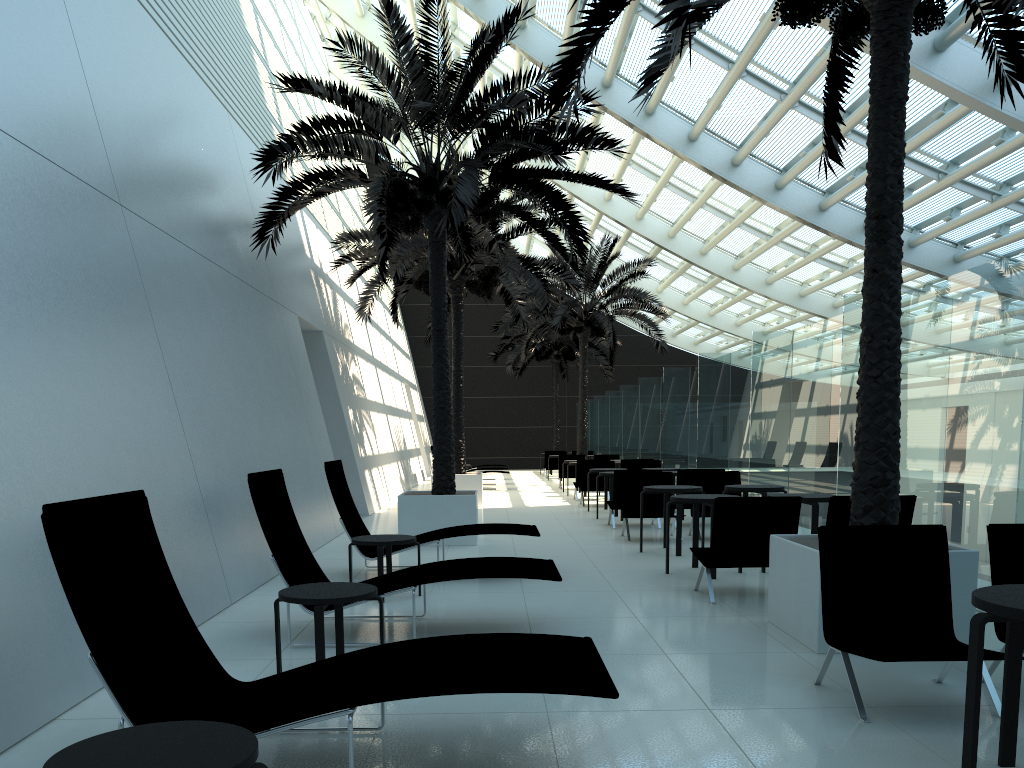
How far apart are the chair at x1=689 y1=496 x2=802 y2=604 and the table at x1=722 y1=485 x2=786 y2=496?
2.4m

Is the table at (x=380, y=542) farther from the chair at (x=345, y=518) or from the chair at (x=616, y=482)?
the chair at (x=616, y=482)

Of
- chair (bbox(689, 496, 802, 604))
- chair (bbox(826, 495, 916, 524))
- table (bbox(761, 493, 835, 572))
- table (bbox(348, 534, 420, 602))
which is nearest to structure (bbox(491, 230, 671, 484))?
table (bbox(761, 493, 835, 572))

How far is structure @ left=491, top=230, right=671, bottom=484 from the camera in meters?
23.4

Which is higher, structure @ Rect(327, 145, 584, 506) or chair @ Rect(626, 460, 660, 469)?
structure @ Rect(327, 145, 584, 506)

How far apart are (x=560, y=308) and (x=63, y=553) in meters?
20.7

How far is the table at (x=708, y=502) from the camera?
8.3m

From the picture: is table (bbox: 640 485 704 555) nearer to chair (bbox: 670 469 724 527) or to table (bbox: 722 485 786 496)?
table (bbox: 722 485 786 496)

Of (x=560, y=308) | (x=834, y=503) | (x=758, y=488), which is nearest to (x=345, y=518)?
(x=834, y=503)

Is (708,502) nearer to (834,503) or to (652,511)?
(834,503)
